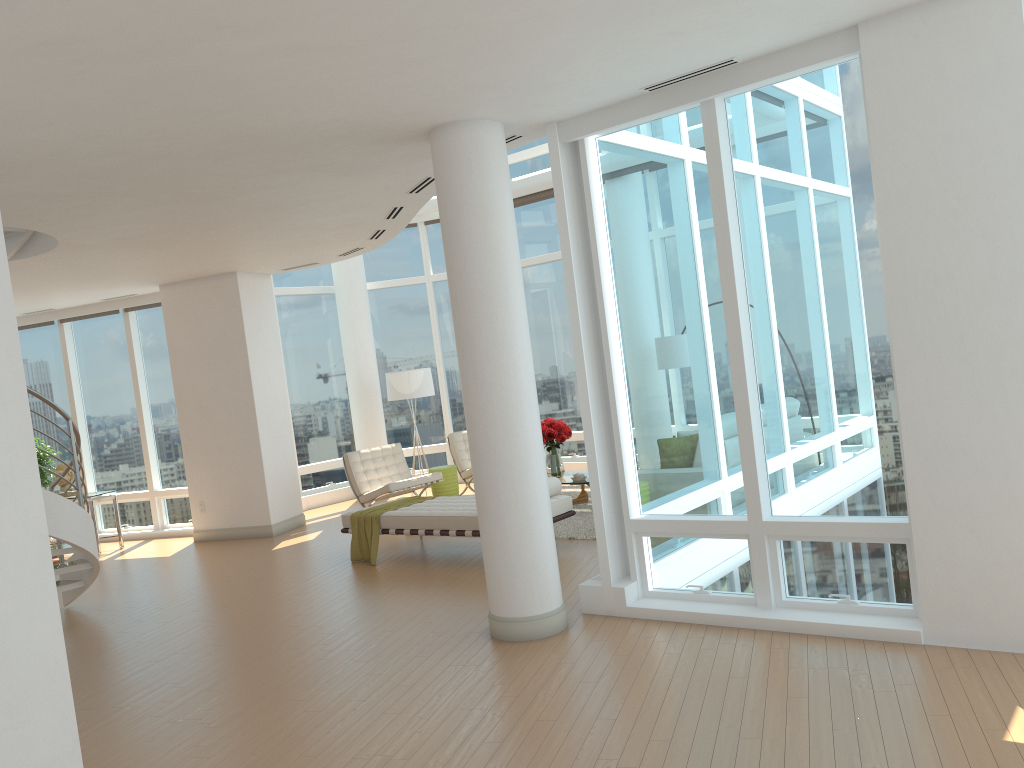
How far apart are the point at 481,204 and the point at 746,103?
1.8 meters

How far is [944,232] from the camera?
4.6 meters

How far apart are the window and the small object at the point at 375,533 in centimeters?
343cm

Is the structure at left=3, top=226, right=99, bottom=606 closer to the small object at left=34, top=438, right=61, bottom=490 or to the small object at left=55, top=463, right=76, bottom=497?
the small object at left=55, top=463, right=76, bottom=497

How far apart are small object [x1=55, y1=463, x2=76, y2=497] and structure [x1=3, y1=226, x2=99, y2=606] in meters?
3.6 m

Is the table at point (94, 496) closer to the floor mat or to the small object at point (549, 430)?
the small object at point (549, 430)

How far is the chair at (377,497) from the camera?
11.1 meters

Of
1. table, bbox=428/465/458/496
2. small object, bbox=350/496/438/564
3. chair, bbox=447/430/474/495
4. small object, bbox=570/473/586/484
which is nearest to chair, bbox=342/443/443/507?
table, bbox=428/465/458/496

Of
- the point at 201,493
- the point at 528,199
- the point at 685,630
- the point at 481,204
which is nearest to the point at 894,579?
the point at 685,630

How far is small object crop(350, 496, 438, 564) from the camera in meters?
8.8 m
